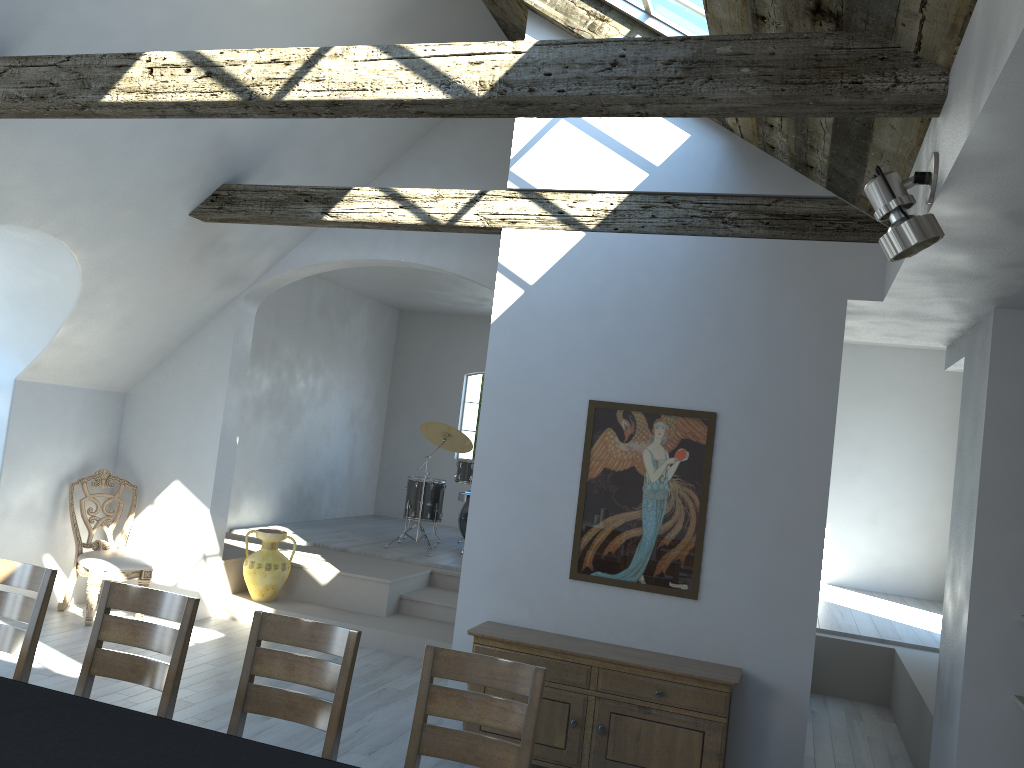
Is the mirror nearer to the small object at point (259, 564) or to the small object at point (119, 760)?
the small object at point (119, 760)

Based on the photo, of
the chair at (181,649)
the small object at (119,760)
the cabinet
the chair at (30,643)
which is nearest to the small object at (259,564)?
the cabinet

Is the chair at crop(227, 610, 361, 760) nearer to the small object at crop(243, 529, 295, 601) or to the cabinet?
the cabinet

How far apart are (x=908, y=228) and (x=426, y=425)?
7.1m

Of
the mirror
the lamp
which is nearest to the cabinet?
the mirror

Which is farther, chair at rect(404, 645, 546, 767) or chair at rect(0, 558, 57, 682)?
chair at rect(0, 558, 57, 682)

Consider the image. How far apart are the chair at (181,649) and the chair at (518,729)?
1.04m

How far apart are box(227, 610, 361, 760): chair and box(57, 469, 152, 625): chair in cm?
398

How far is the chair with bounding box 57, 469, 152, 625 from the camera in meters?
6.8

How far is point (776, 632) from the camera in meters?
4.8
